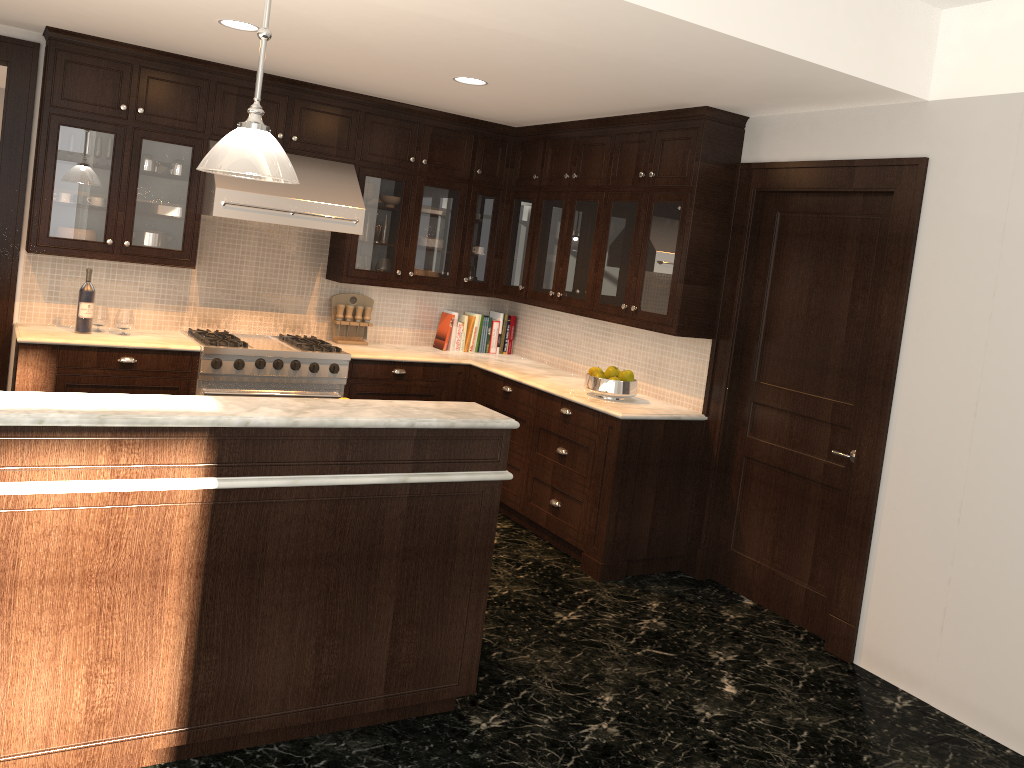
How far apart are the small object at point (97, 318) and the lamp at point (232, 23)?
1.94m

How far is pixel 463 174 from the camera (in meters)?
6.16

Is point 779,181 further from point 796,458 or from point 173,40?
point 173,40

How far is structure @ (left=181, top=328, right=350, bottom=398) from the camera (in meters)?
5.20

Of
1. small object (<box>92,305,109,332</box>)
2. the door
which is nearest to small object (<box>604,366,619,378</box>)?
the door

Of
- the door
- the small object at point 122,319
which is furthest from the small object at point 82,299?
the door

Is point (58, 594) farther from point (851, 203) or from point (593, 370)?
point (851, 203)

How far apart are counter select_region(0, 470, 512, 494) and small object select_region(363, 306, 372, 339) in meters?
3.3

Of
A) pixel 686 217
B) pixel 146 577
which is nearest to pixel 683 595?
pixel 686 217

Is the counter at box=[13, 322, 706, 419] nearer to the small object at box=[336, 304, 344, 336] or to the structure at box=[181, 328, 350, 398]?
the structure at box=[181, 328, 350, 398]
